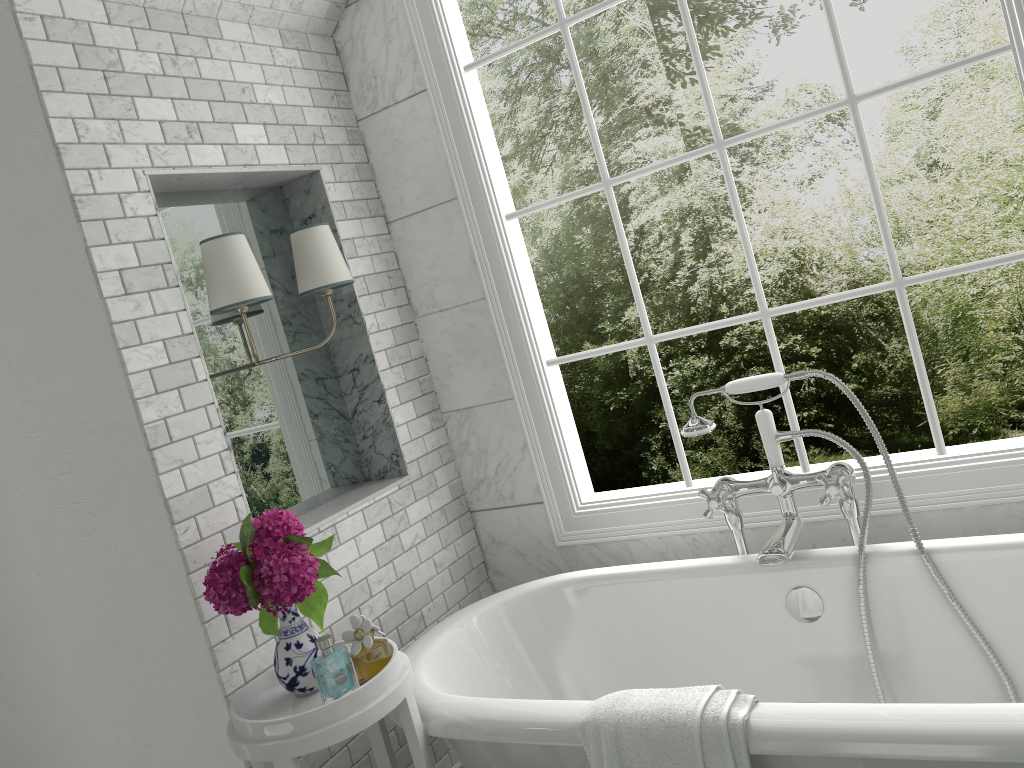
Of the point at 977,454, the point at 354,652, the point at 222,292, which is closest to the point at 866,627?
the point at 977,454

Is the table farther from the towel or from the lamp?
the lamp

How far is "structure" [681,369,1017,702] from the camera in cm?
233

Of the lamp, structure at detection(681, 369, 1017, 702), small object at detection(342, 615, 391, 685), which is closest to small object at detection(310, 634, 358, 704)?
small object at detection(342, 615, 391, 685)

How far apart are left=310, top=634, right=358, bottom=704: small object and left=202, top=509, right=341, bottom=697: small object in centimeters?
10cm

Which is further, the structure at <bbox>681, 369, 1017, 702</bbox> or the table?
the structure at <bbox>681, 369, 1017, 702</bbox>

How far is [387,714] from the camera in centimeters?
232cm

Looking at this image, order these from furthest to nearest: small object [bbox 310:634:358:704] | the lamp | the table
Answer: the lamp, small object [bbox 310:634:358:704], the table

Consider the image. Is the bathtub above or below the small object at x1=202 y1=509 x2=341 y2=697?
below

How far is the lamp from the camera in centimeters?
247cm
